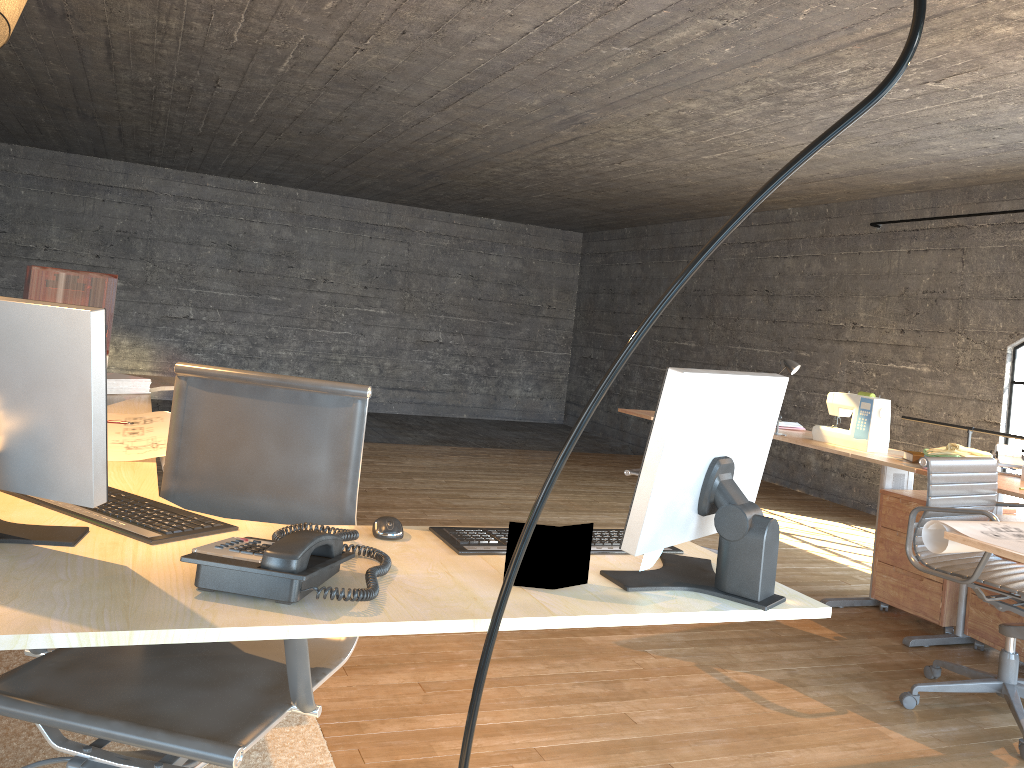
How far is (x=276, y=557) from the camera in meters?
1.3

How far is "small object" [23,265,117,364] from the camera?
3.8m

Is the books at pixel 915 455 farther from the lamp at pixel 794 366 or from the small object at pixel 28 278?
the small object at pixel 28 278

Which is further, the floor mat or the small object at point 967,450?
the small object at point 967,450

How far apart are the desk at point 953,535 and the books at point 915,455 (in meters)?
0.03

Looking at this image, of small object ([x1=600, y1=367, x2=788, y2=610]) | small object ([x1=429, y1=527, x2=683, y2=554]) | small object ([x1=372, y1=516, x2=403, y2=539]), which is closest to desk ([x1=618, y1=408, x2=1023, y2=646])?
small object ([x1=600, y1=367, x2=788, y2=610])

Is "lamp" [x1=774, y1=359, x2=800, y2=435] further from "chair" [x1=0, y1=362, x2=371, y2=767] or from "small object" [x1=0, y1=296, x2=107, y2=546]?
"small object" [x1=0, y1=296, x2=107, y2=546]

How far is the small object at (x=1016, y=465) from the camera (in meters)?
3.91

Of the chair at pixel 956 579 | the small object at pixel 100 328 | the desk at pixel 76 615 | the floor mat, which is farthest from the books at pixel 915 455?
the small object at pixel 100 328

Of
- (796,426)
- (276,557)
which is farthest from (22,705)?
(796,426)
